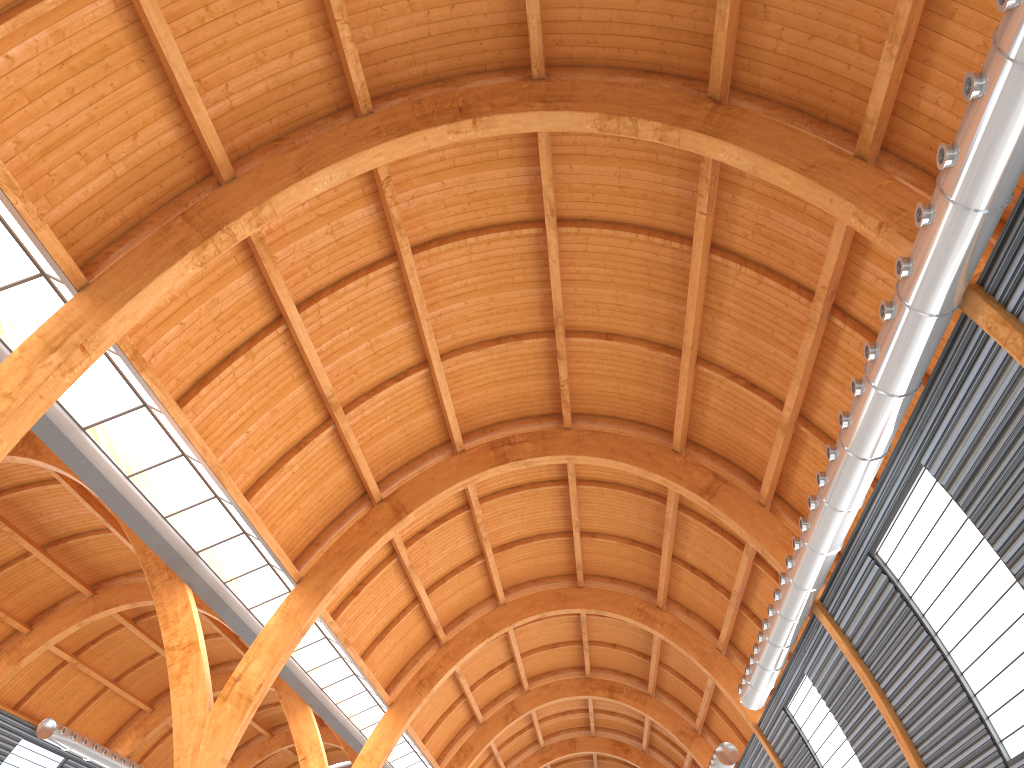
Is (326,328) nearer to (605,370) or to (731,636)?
(605,370)

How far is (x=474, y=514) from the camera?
40.9m

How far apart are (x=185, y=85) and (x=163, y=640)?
21.6 meters
